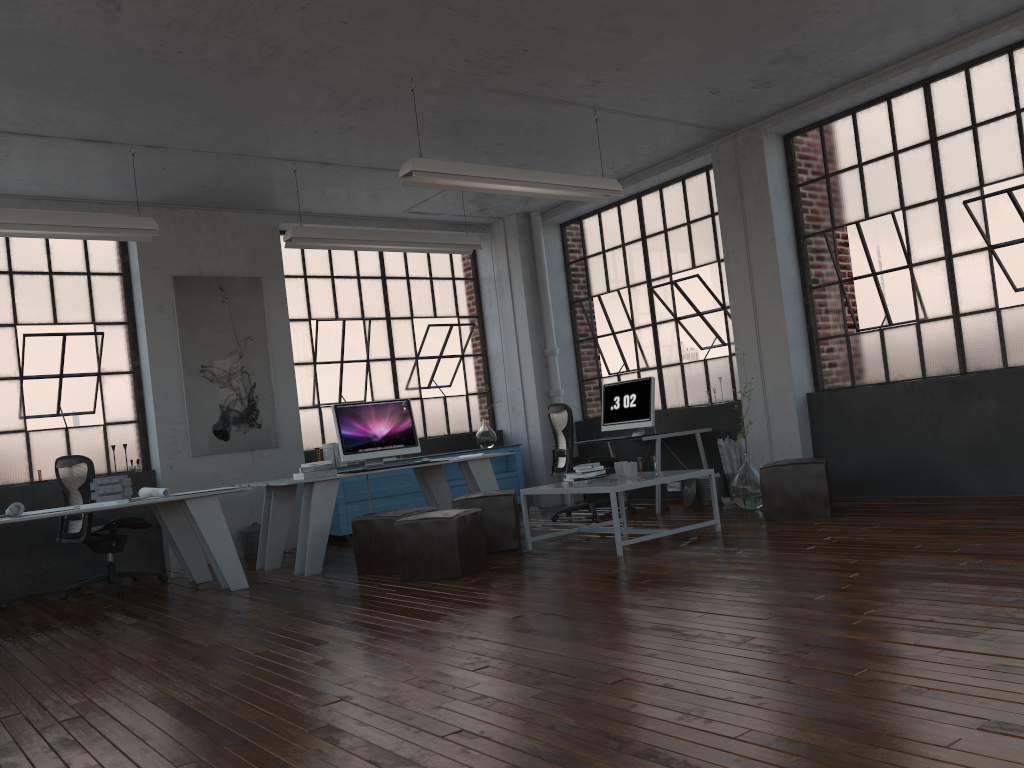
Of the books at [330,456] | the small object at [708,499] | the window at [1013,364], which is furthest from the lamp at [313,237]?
the small object at [708,499]

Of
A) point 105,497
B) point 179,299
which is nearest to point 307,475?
point 105,497

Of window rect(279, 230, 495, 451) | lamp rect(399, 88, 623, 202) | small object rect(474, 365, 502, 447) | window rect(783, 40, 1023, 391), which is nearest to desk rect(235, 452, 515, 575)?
window rect(279, 230, 495, 451)

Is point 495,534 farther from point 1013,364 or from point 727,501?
point 1013,364

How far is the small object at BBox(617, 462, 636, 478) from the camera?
6.15m

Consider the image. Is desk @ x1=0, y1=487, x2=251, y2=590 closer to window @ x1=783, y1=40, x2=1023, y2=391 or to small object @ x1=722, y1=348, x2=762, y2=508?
small object @ x1=722, y1=348, x2=762, y2=508

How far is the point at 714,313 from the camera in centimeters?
860cm

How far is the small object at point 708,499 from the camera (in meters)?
7.99

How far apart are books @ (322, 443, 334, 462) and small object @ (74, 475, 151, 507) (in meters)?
Answer: 2.57

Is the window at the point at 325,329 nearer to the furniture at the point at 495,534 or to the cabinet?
the cabinet
